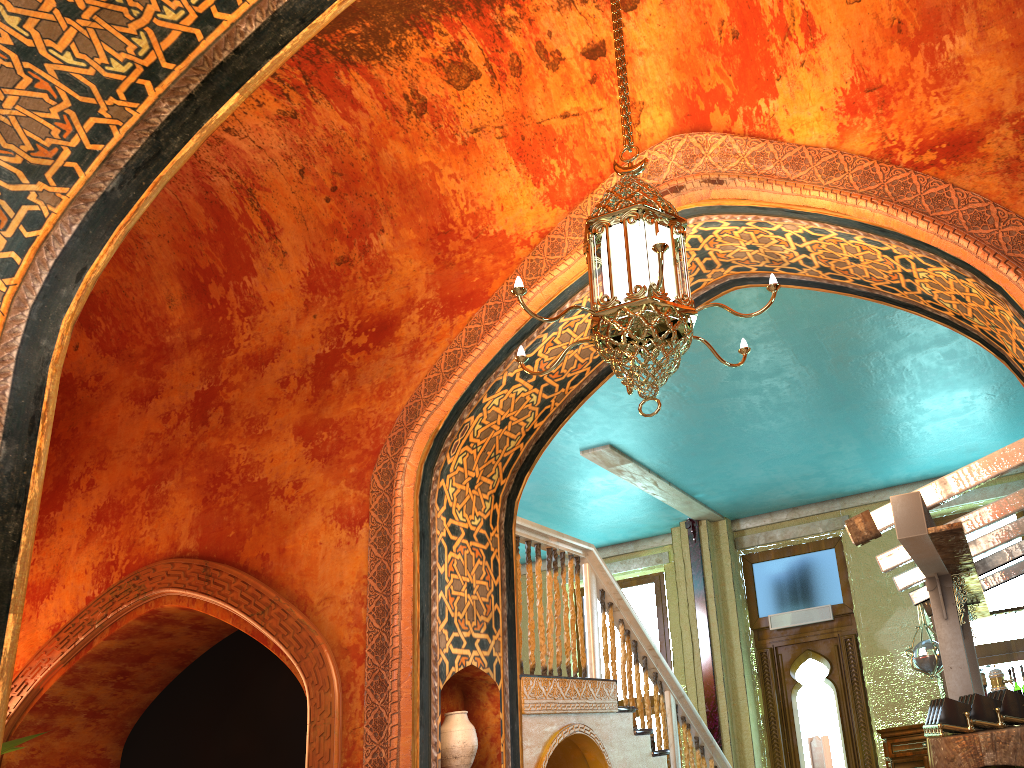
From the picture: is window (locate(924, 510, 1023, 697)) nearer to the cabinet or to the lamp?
the cabinet

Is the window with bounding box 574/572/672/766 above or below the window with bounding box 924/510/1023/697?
above

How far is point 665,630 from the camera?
12.3 meters

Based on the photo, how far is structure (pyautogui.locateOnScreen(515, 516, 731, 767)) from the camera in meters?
5.9 m

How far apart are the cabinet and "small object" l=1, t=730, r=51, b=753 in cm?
854

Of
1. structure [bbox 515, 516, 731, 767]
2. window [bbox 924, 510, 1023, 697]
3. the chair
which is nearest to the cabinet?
window [bbox 924, 510, 1023, 697]

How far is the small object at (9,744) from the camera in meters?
5.7 m

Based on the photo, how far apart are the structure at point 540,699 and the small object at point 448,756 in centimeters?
63cm

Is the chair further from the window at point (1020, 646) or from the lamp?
Answer: the window at point (1020, 646)

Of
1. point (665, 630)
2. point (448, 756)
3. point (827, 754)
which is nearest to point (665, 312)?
point (448, 756)
